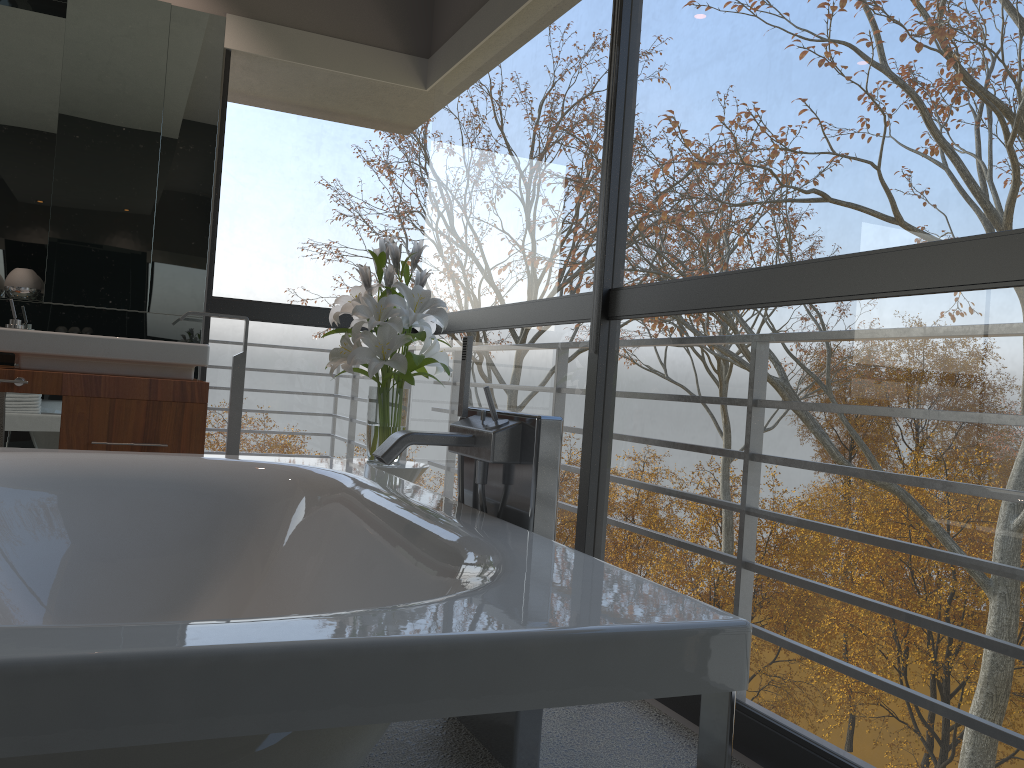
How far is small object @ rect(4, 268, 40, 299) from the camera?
3.62m

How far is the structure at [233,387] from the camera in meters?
3.7 m

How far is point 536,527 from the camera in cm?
177

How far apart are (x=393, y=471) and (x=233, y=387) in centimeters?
110cm

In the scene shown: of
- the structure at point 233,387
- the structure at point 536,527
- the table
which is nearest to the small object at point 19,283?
the structure at point 233,387

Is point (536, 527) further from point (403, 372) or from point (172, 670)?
point (403, 372)

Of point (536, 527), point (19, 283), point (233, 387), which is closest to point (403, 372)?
point (233, 387)

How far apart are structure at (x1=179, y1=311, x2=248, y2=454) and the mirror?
0.32m

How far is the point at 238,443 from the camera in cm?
369

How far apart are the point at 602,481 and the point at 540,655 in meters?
4.4
